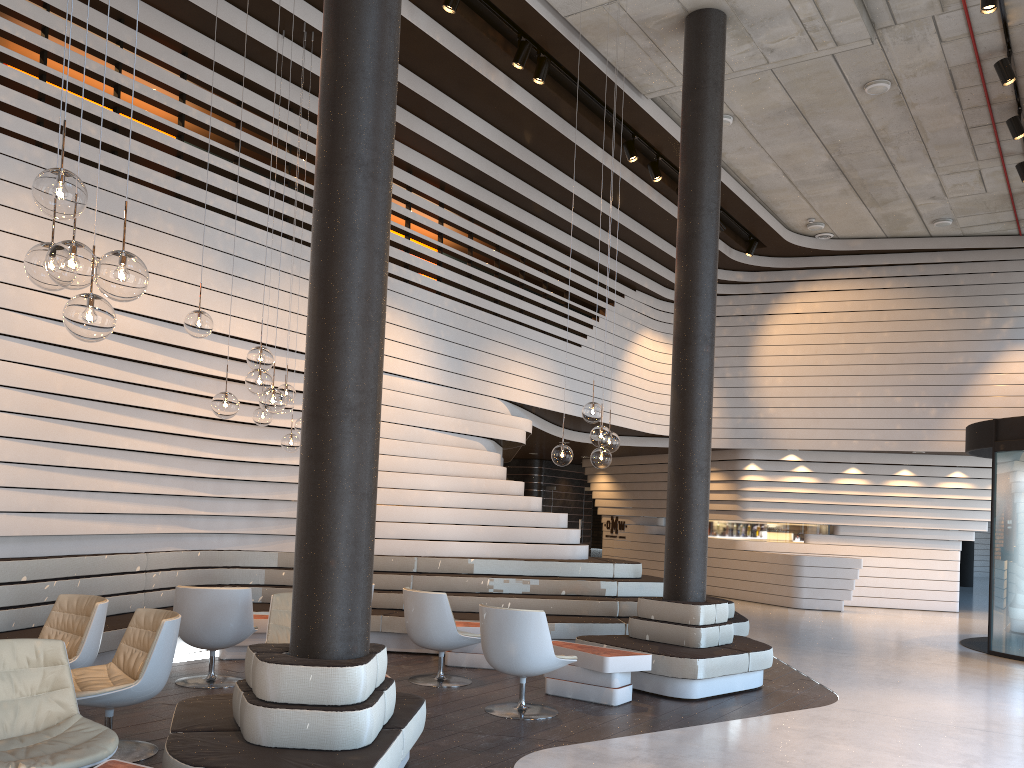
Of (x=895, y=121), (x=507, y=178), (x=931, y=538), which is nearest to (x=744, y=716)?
(x=507, y=178)

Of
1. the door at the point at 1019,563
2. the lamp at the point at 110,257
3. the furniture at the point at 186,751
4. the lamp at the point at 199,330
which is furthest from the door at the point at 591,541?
the lamp at the point at 110,257

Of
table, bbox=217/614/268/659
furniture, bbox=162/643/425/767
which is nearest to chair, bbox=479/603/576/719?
furniture, bbox=162/643/425/767

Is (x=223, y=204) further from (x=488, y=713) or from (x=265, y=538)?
(x=488, y=713)

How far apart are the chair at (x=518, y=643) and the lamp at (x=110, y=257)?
3.61m

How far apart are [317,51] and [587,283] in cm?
620

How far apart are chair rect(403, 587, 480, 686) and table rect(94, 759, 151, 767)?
3.6 meters

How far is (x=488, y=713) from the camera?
6.0m

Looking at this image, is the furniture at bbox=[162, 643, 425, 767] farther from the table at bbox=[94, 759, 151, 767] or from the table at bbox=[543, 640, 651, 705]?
the table at bbox=[543, 640, 651, 705]

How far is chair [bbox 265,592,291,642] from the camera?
6.14m
